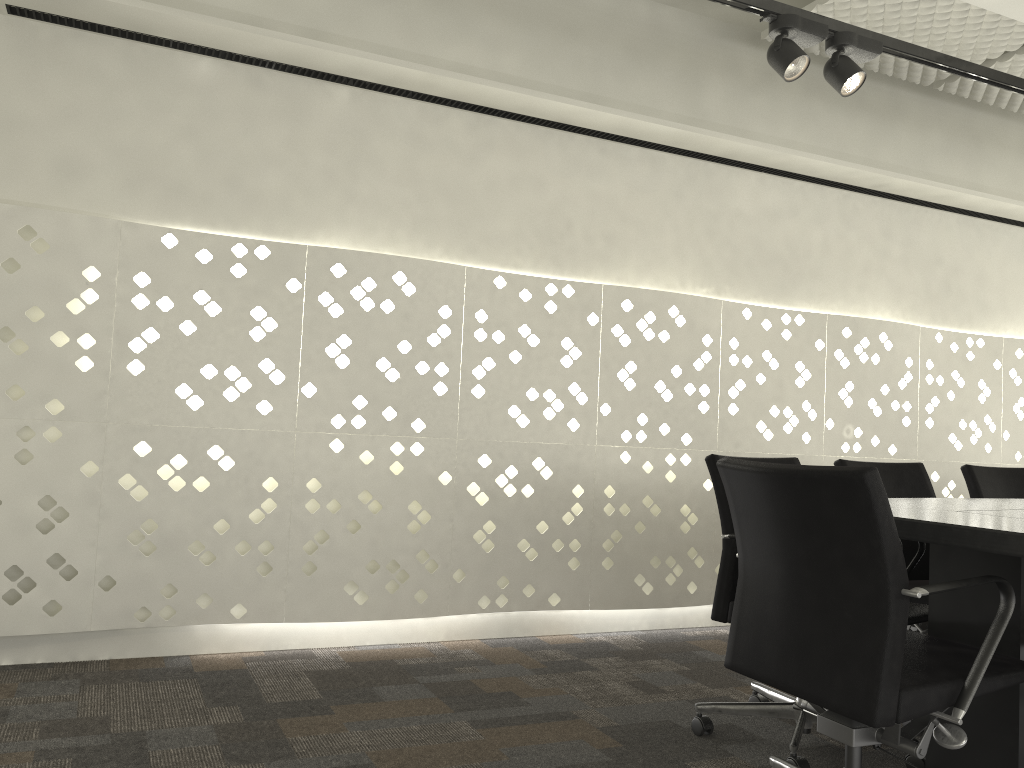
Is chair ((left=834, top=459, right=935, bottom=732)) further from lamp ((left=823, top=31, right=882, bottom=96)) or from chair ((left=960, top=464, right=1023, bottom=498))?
lamp ((left=823, top=31, right=882, bottom=96))

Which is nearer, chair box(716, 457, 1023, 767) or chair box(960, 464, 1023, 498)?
chair box(716, 457, 1023, 767)

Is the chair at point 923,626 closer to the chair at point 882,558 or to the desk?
the desk

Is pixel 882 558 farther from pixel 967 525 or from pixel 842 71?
pixel 842 71

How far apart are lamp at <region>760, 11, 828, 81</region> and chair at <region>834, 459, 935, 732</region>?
1.2 meters

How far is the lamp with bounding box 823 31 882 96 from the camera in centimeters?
270cm

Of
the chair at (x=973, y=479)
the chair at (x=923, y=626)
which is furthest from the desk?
the chair at (x=973, y=479)

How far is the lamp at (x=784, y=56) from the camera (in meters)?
2.61

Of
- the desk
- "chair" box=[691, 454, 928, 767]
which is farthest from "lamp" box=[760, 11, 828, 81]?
the desk

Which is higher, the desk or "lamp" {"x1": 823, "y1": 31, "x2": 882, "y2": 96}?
"lamp" {"x1": 823, "y1": 31, "x2": 882, "y2": 96}
